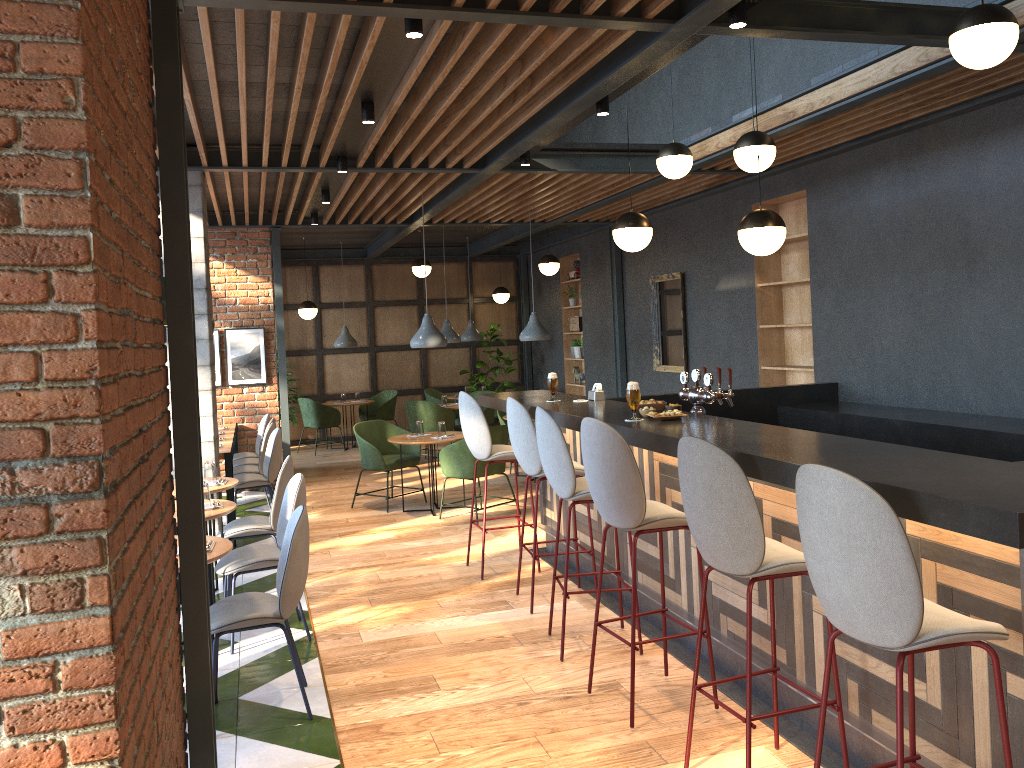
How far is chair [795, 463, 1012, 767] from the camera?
2.19m

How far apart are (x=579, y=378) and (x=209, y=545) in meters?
9.3

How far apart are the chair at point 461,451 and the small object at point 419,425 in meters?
0.7

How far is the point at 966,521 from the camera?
2.1 meters

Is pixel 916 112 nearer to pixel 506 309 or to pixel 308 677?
pixel 308 677

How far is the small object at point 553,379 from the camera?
5.6m

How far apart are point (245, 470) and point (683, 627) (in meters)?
5.11

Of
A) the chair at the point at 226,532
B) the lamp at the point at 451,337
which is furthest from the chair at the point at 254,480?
the lamp at the point at 451,337

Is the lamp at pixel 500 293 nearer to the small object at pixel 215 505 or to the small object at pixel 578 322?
the small object at pixel 578 322

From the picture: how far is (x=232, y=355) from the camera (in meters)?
9.77
